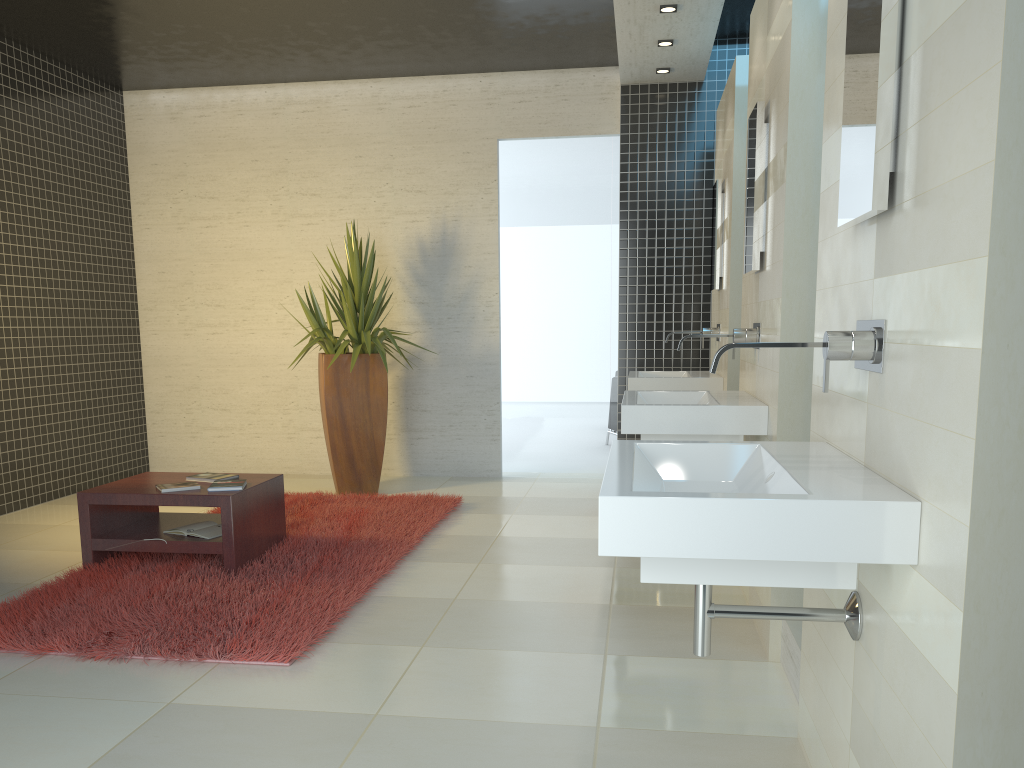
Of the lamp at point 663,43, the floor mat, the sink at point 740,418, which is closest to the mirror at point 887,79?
the sink at point 740,418

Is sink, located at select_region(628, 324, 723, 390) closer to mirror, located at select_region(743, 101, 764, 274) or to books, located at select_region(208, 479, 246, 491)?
mirror, located at select_region(743, 101, 764, 274)

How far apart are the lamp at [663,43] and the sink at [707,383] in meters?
2.0

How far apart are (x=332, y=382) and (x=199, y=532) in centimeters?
219cm

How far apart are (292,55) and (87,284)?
2.5 meters

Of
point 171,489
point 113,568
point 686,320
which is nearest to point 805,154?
point 171,489

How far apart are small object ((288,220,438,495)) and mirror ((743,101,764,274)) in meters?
3.1

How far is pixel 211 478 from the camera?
4.79m

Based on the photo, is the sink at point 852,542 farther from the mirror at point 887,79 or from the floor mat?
the floor mat

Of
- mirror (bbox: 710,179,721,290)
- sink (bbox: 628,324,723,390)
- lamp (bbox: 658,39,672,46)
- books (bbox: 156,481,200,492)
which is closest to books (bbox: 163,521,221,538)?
books (bbox: 156,481,200,492)
